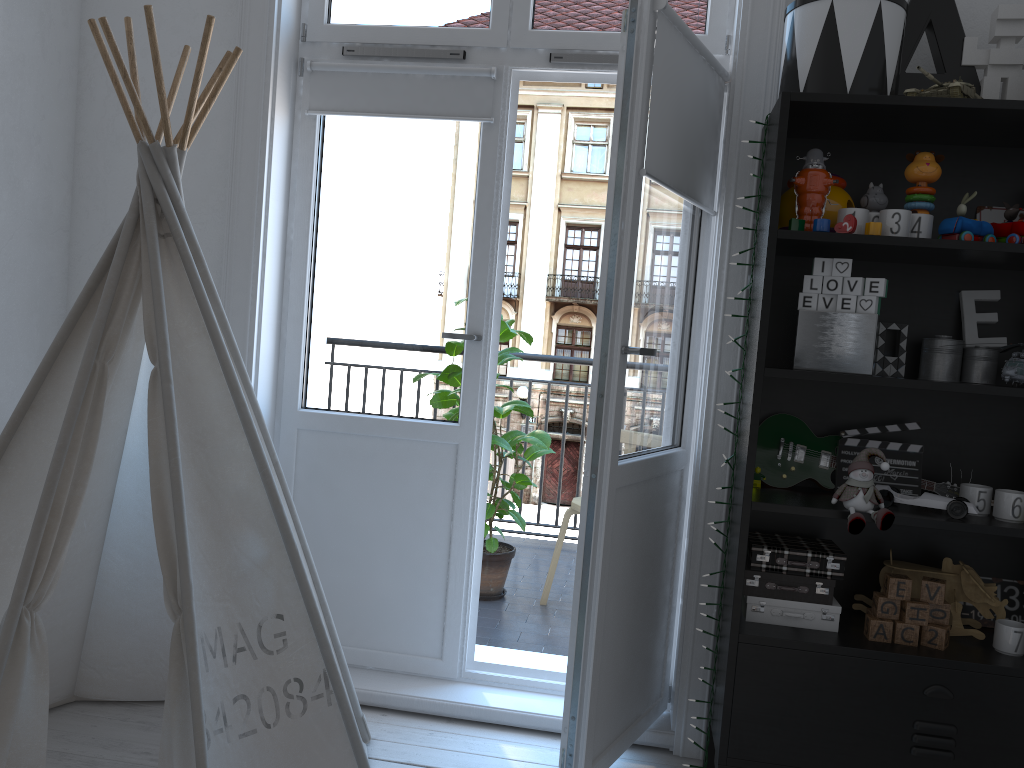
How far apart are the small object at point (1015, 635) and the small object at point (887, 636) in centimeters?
25cm

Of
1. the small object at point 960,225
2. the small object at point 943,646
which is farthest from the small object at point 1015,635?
the small object at point 960,225

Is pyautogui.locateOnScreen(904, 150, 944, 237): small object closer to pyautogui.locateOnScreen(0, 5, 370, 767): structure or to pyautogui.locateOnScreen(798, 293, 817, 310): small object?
pyautogui.locateOnScreen(798, 293, 817, 310): small object

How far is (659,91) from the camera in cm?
199

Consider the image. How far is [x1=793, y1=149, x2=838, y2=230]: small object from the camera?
2.0m

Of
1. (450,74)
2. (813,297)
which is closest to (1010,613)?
(813,297)

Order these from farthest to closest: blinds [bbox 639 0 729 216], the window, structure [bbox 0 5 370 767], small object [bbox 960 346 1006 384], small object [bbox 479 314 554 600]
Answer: small object [bbox 479 314 554 600], the window, small object [bbox 960 346 1006 384], blinds [bbox 639 0 729 216], structure [bbox 0 5 370 767]

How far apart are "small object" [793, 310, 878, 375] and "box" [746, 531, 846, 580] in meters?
0.4

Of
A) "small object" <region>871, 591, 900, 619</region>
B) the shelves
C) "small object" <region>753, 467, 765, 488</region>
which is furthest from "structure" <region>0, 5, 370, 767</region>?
"small object" <region>871, 591, 900, 619</region>

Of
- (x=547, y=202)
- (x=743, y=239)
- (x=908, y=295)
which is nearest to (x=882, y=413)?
(x=908, y=295)
